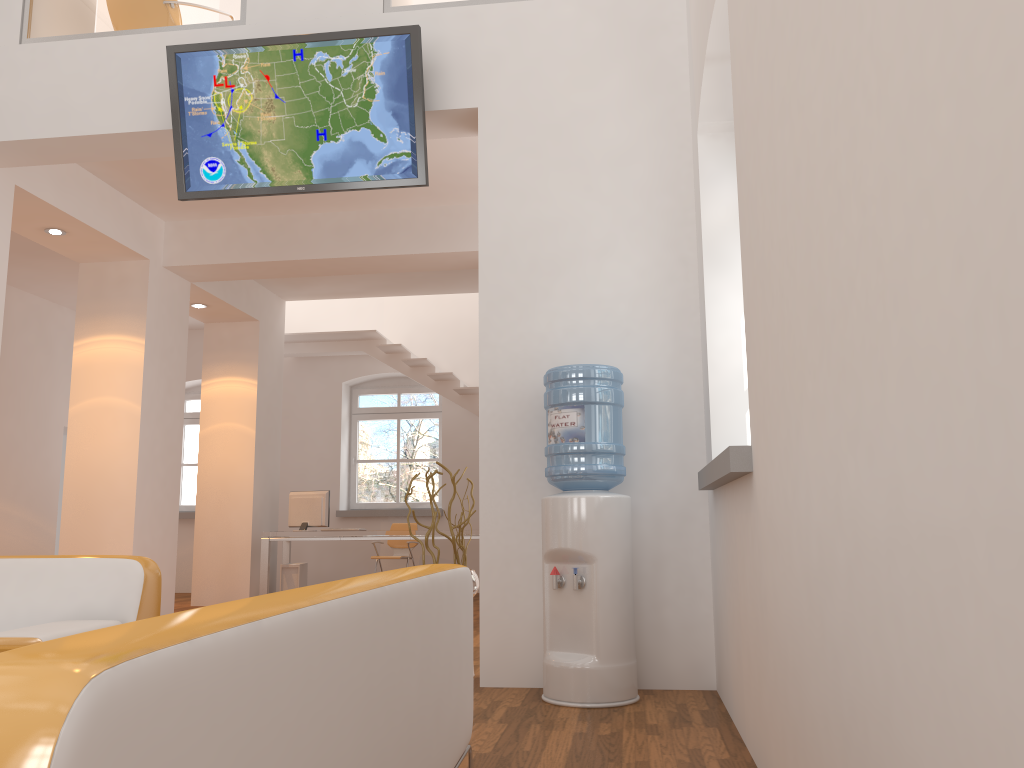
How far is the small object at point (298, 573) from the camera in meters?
9.2 m

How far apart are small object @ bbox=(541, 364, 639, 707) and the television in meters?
1.3 m

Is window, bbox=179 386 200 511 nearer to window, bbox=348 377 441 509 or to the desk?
window, bbox=348 377 441 509

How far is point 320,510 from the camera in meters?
9.1

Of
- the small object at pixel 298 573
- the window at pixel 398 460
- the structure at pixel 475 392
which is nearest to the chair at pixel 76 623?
the small object at pixel 298 573

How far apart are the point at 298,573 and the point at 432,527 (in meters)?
5.18

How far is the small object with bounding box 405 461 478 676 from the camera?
4.5 meters

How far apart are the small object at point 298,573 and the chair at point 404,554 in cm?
119

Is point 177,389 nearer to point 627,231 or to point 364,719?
point 627,231

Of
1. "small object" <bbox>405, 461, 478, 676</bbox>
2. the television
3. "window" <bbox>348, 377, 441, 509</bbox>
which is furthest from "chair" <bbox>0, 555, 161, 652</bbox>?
"window" <bbox>348, 377, 441, 509</bbox>
